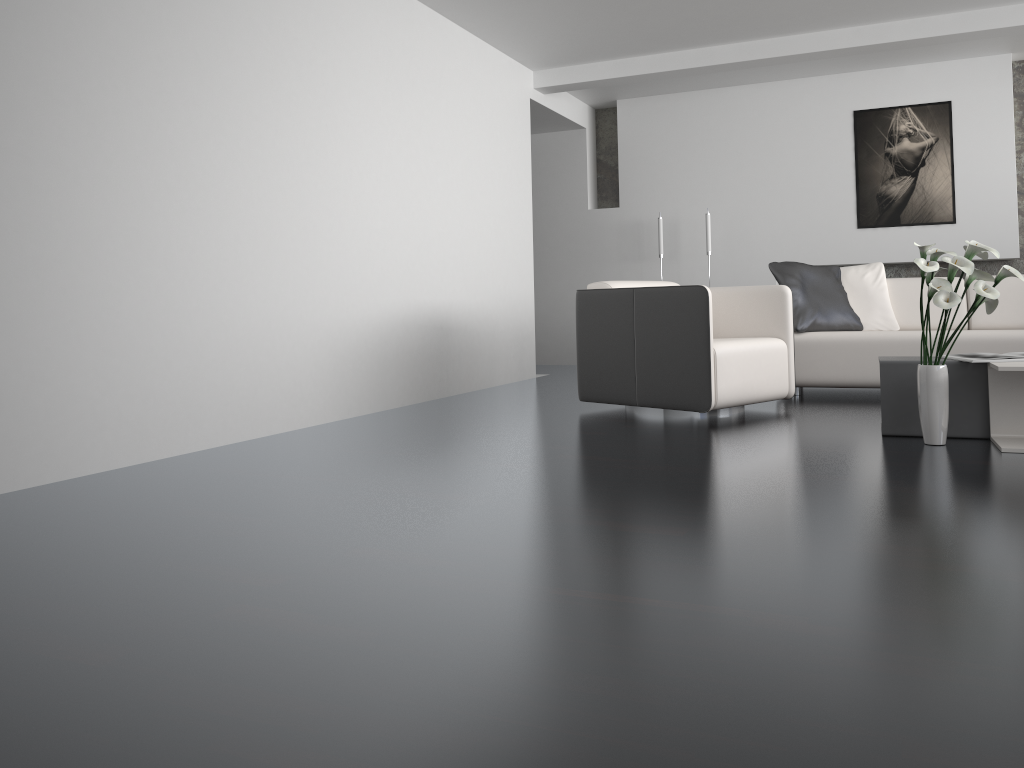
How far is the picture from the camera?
7.1m

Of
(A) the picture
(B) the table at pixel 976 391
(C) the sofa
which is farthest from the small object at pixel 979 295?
(A) the picture

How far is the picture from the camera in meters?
7.1 m

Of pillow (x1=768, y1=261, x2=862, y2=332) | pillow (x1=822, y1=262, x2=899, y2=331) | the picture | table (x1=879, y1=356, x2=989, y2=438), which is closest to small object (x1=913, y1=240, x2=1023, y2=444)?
table (x1=879, y1=356, x2=989, y2=438)

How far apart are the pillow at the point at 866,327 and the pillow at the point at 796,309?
0.1 meters

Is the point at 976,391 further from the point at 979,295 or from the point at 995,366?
the point at 979,295

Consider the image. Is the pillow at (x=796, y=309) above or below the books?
above

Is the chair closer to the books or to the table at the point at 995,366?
the books

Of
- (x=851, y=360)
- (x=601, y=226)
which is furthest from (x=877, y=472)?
(x=601, y=226)

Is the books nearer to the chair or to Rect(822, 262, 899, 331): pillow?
the chair
